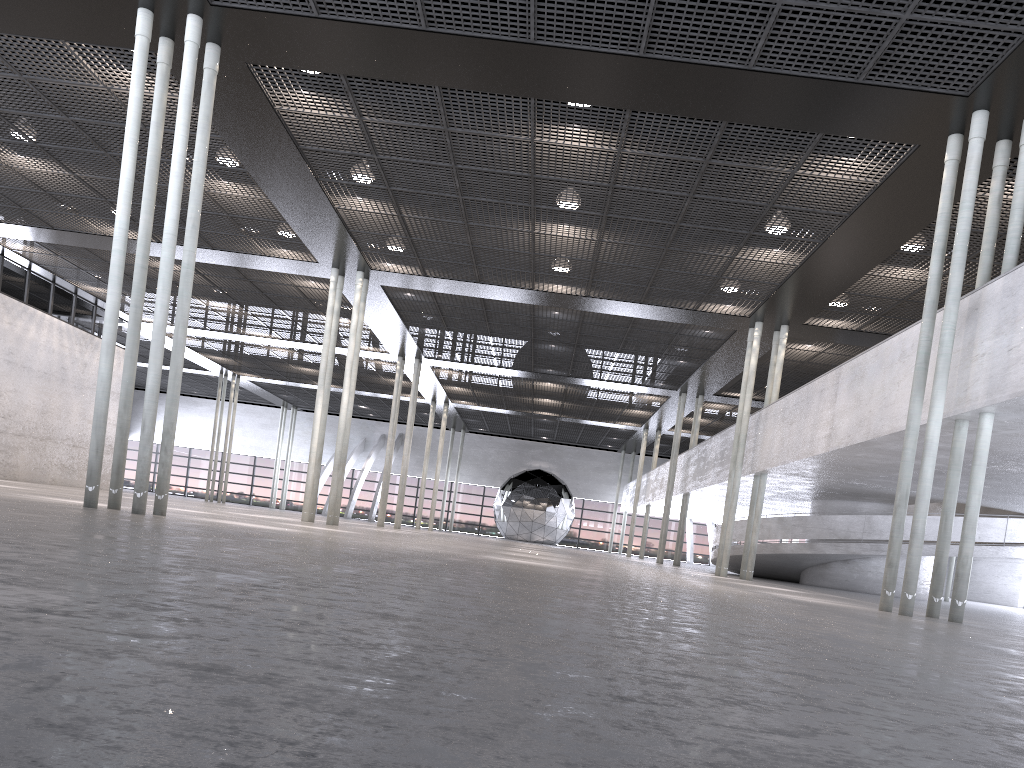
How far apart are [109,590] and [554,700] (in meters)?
1.66

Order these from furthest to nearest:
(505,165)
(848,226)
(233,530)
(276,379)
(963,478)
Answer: → 1. (276,379)
2. (963,478)
3. (848,226)
4. (505,165)
5. (233,530)

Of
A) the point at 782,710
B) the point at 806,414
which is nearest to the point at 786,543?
the point at 806,414

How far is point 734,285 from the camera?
18.7 meters

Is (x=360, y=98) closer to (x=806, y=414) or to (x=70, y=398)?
(x=806, y=414)
